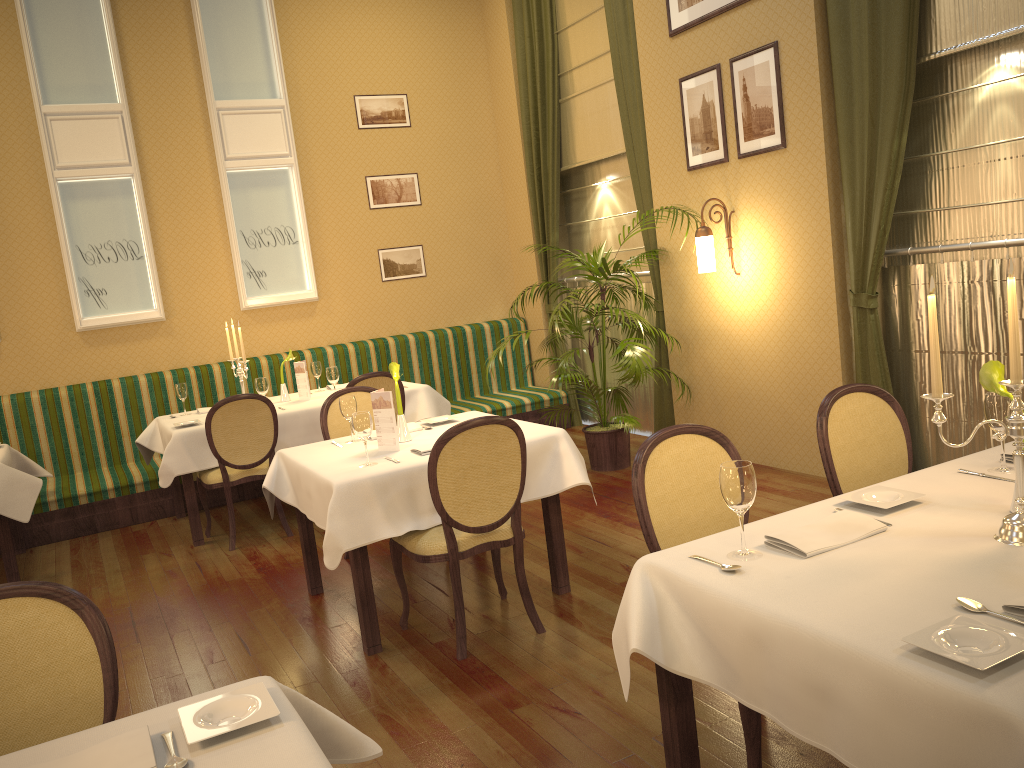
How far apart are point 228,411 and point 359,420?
1.99m

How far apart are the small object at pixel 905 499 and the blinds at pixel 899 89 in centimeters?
275cm

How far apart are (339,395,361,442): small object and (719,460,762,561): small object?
2.6m

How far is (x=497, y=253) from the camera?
8.6m

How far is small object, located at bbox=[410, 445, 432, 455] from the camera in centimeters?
384cm

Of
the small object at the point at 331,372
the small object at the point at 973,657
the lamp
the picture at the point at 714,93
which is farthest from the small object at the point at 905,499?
the small object at the point at 331,372

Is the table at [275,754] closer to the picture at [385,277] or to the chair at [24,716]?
the chair at [24,716]

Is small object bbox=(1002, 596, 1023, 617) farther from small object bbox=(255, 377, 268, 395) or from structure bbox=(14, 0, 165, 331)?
structure bbox=(14, 0, 165, 331)

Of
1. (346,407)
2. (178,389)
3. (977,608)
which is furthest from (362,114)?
(977,608)

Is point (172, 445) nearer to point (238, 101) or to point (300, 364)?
point (300, 364)
